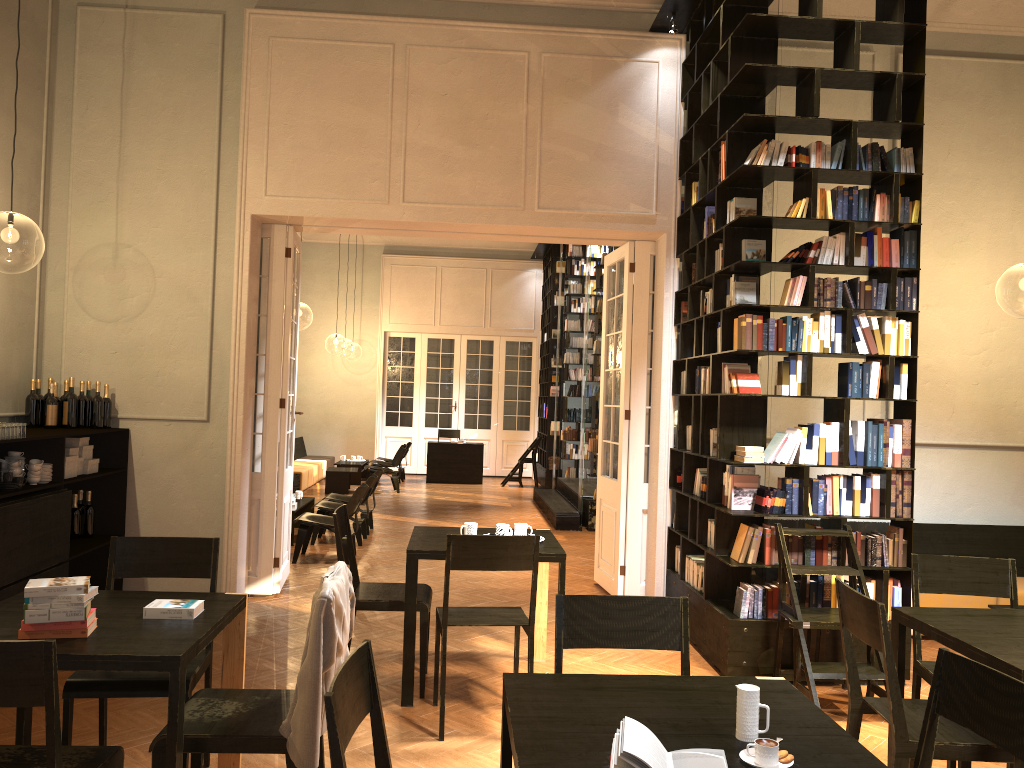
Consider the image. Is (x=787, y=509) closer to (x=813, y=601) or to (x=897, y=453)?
(x=813, y=601)

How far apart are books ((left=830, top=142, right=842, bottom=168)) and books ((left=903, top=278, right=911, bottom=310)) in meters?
0.9

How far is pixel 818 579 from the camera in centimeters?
576cm

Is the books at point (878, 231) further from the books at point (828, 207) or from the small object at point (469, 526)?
the small object at point (469, 526)

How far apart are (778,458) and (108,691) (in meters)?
4.10

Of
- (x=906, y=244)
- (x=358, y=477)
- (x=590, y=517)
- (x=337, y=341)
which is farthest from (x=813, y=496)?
(x=337, y=341)

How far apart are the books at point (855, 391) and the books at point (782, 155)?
1.5m

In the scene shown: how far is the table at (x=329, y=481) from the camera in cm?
1561

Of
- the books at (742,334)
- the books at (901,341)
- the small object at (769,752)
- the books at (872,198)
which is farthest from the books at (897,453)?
the small object at (769,752)

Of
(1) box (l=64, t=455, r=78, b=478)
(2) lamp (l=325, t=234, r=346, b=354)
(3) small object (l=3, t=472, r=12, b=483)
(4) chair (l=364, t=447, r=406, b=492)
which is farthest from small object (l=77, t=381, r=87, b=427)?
(2) lamp (l=325, t=234, r=346, b=354)
